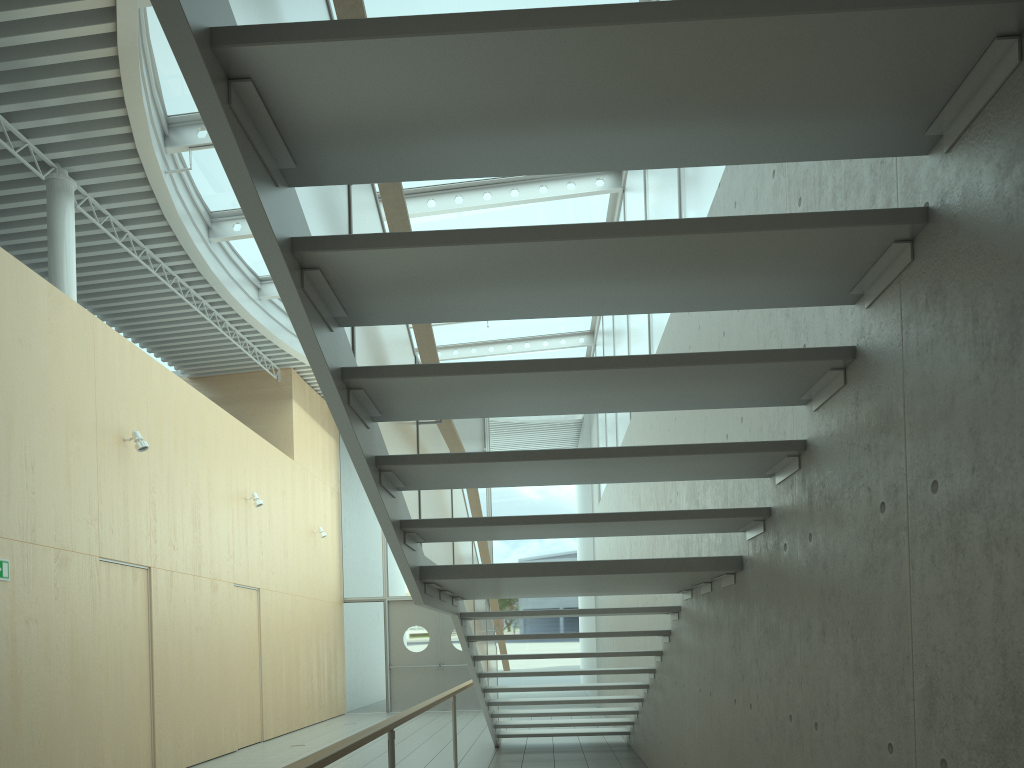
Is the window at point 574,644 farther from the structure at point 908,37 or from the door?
the structure at point 908,37

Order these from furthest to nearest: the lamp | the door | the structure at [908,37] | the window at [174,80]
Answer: the door
the lamp
the window at [174,80]
the structure at [908,37]

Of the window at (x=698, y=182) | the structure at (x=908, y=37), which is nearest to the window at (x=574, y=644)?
the window at (x=698, y=182)

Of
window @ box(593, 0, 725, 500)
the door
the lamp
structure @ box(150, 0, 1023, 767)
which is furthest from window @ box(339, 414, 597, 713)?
the lamp

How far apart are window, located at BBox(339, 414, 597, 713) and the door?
0.1m

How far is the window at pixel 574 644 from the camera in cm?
1514

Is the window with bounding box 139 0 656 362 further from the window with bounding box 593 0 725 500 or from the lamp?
the lamp

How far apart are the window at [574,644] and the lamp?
8.3 meters

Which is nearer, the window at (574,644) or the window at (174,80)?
the window at (174,80)

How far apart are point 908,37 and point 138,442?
7.5 meters
